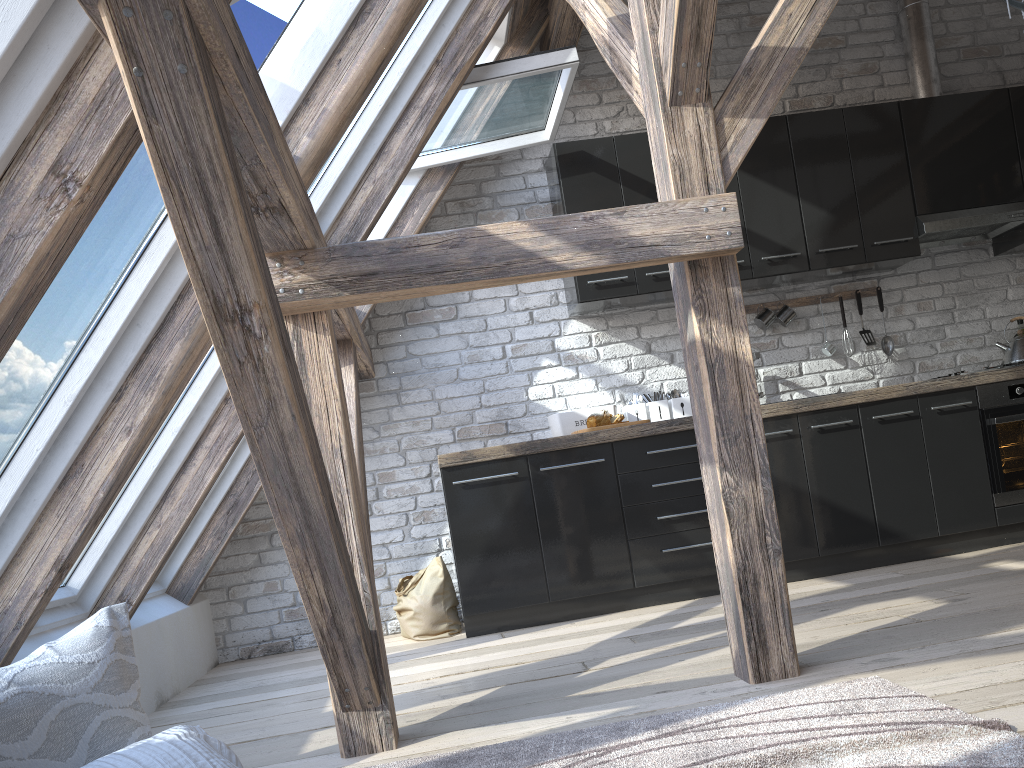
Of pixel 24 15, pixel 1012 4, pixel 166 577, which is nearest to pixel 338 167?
pixel 24 15

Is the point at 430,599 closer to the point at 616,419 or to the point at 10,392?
the point at 616,419

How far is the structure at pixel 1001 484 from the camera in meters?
4.2 m

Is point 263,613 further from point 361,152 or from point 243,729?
point 361,152

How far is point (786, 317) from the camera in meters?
4.7 m

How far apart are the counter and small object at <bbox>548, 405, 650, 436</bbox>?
0.1 meters

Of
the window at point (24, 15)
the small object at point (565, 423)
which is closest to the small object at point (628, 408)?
the small object at point (565, 423)

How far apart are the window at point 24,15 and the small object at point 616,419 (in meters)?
3.05

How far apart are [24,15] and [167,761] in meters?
1.4 m

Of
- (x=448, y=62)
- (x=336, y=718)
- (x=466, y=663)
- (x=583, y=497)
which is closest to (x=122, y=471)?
(x=336, y=718)
